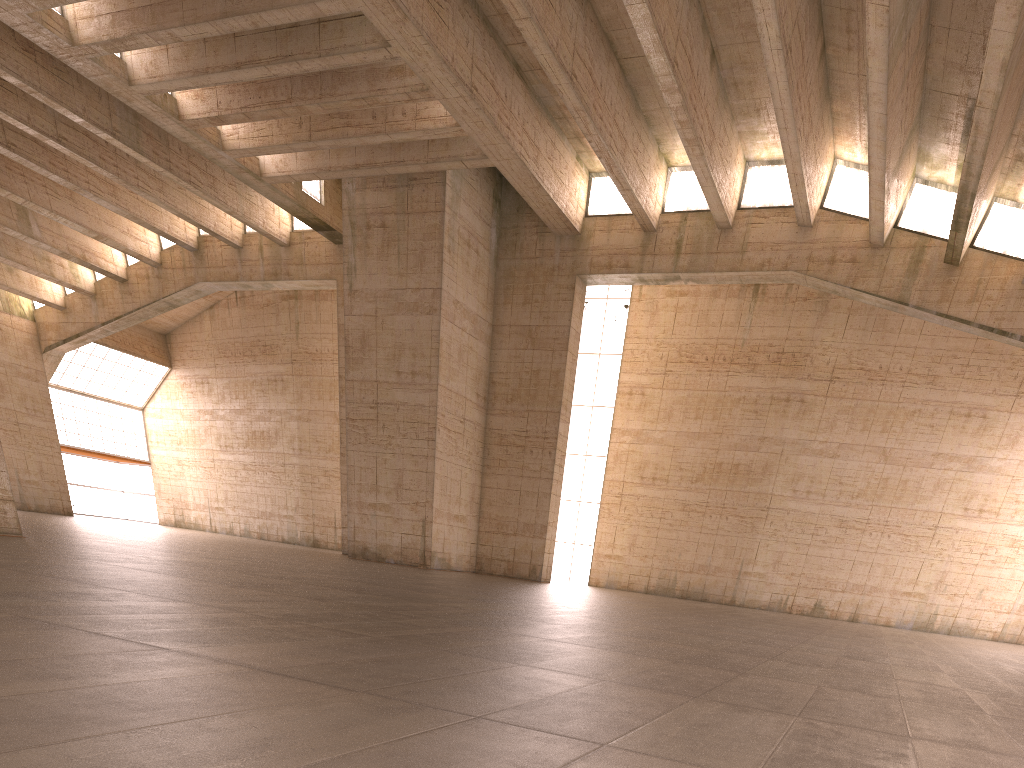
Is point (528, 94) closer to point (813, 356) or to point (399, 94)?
point (399, 94)
